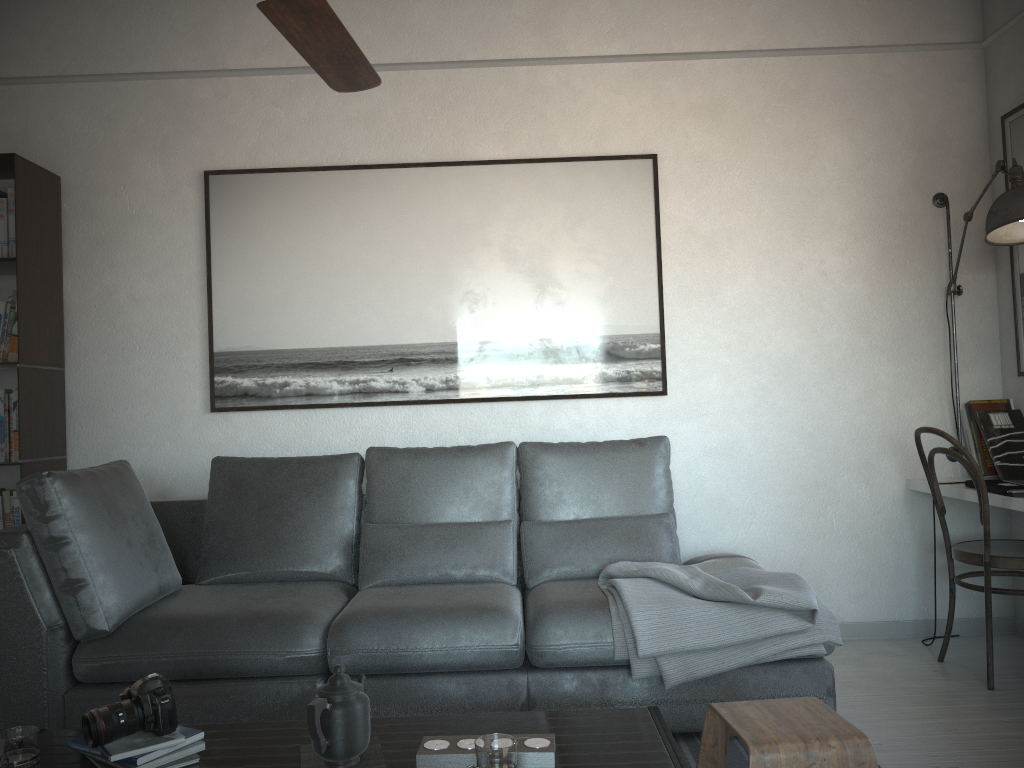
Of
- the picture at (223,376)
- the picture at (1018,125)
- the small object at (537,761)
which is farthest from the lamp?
the small object at (537,761)

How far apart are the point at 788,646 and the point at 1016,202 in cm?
181

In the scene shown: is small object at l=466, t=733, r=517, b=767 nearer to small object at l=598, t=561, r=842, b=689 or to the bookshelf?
small object at l=598, t=561, r=842, b=689

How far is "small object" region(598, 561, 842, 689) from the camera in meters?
2.5

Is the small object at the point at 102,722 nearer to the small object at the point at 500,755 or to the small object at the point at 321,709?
the small object at the point at 321,709

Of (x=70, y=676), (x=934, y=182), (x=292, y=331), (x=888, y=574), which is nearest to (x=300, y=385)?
(x=292, y=331)

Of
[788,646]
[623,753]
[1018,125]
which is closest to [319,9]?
[623,753]

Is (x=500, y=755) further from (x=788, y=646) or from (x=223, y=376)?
(x=223, y=376)

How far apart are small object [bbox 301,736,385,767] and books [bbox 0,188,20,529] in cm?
223

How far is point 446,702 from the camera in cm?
263
